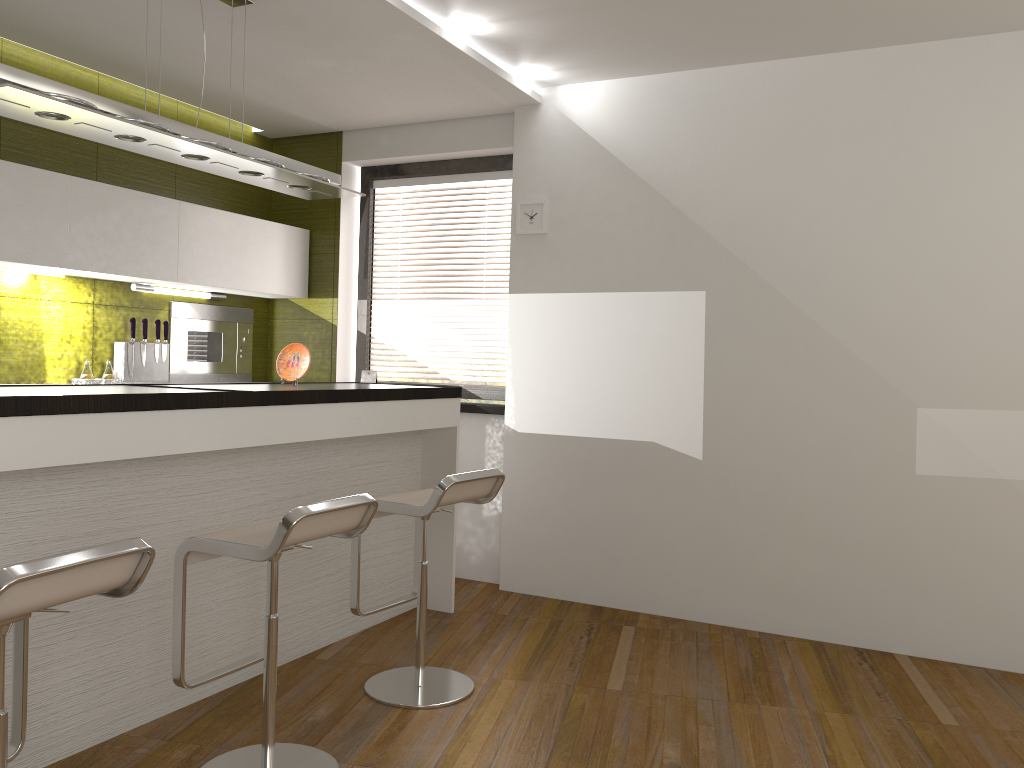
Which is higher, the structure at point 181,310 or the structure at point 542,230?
the structure at point 542,230

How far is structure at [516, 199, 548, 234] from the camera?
4.8 meters

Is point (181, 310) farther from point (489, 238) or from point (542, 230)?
point (542, 230)

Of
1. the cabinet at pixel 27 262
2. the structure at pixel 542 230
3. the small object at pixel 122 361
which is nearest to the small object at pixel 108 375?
the small object at pixel 122 361

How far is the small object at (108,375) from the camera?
4.56m

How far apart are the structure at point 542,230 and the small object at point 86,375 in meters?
2.3 m

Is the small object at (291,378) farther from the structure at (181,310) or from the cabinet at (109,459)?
the structure at (181,310)

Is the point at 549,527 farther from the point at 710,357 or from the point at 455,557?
the point at 710,357

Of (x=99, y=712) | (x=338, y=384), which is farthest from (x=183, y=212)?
(x=99, y=712)

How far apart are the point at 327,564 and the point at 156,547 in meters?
1.0 m
